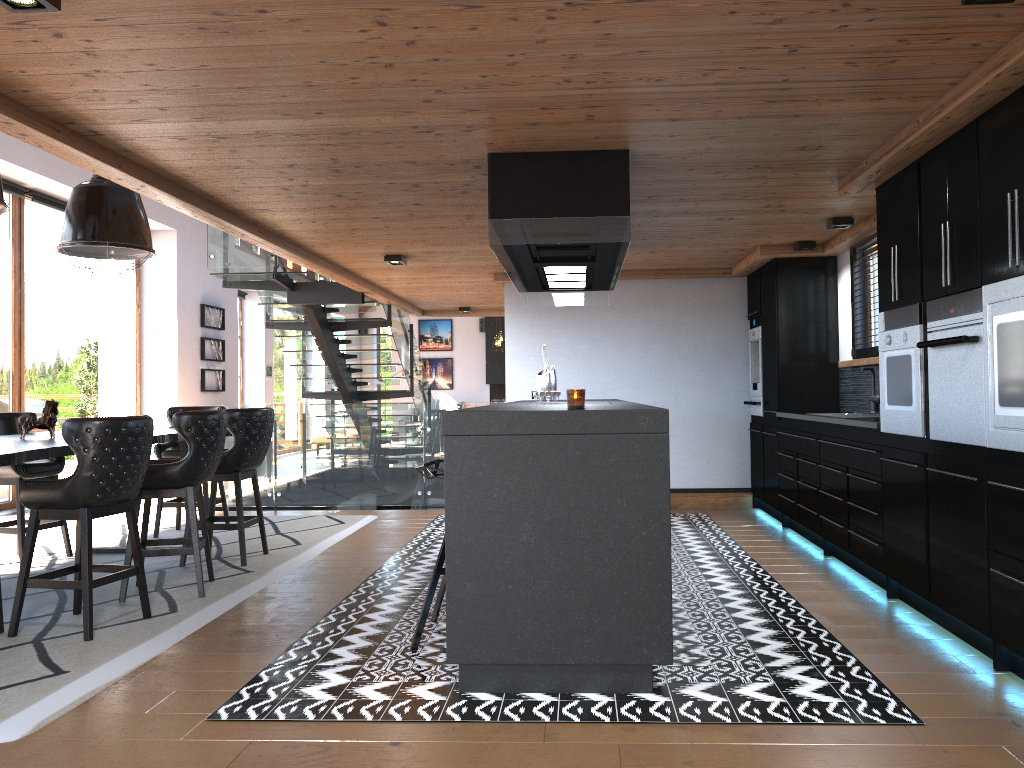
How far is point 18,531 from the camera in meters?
6.1 m

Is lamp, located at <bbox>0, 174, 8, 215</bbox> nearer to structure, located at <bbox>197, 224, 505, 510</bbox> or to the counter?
structure, located at <bbox>197, 224, 505, 510</bbox>

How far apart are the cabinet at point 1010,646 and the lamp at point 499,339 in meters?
11.2 m

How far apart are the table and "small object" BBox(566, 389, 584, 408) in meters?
2.6

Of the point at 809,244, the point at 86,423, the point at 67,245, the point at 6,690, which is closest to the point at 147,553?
the point at 86,423

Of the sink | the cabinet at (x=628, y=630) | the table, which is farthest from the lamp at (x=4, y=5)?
the sink

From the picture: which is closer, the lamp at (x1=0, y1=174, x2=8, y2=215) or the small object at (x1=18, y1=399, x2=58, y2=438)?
the lamp at (x1=0, y1=174, x2=8, y2=215)

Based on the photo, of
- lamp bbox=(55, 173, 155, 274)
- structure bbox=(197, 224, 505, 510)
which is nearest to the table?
lamp bbox=(55, 173, 155, 274)

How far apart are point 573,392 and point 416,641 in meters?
1.4

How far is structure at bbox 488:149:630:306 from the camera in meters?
4.4
